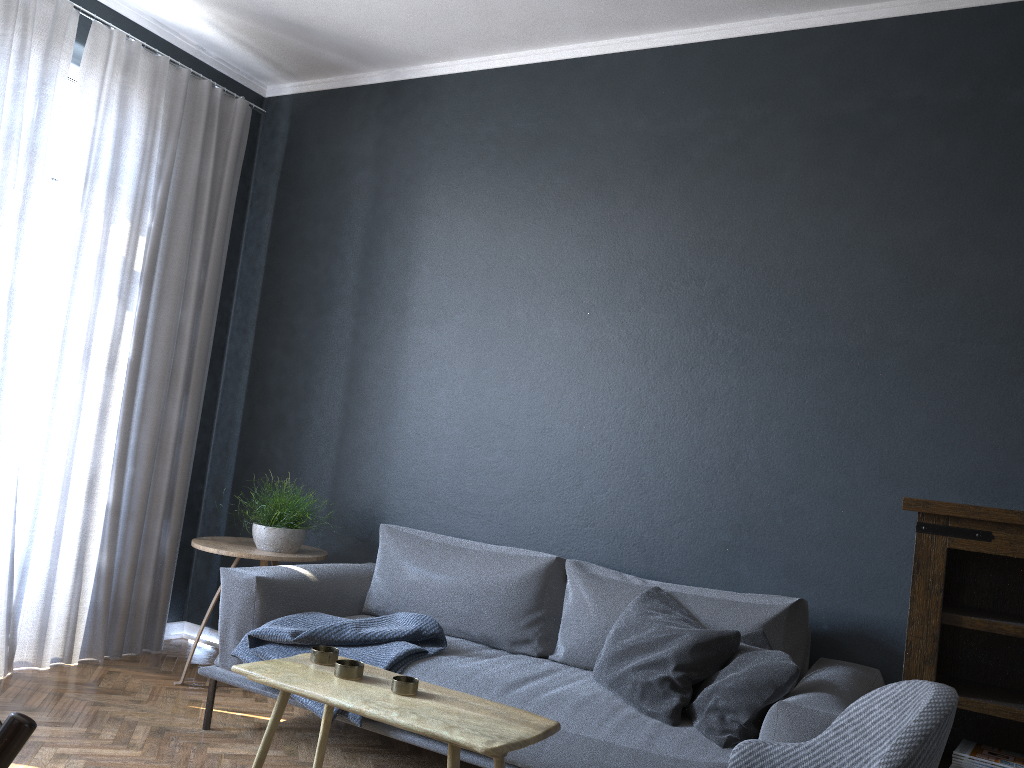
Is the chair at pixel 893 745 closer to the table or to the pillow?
the table

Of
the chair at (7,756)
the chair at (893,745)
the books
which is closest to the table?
the chair at (893,745)

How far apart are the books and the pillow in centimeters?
58cm

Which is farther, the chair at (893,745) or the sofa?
the sofa

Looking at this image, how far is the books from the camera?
2.55m

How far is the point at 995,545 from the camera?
2.6 meters

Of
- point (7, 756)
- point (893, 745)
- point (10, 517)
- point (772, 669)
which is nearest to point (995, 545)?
point (772, 669)

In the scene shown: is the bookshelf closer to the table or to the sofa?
the sofa

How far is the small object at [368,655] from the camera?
3.01m

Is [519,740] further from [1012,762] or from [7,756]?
[1012,762]
